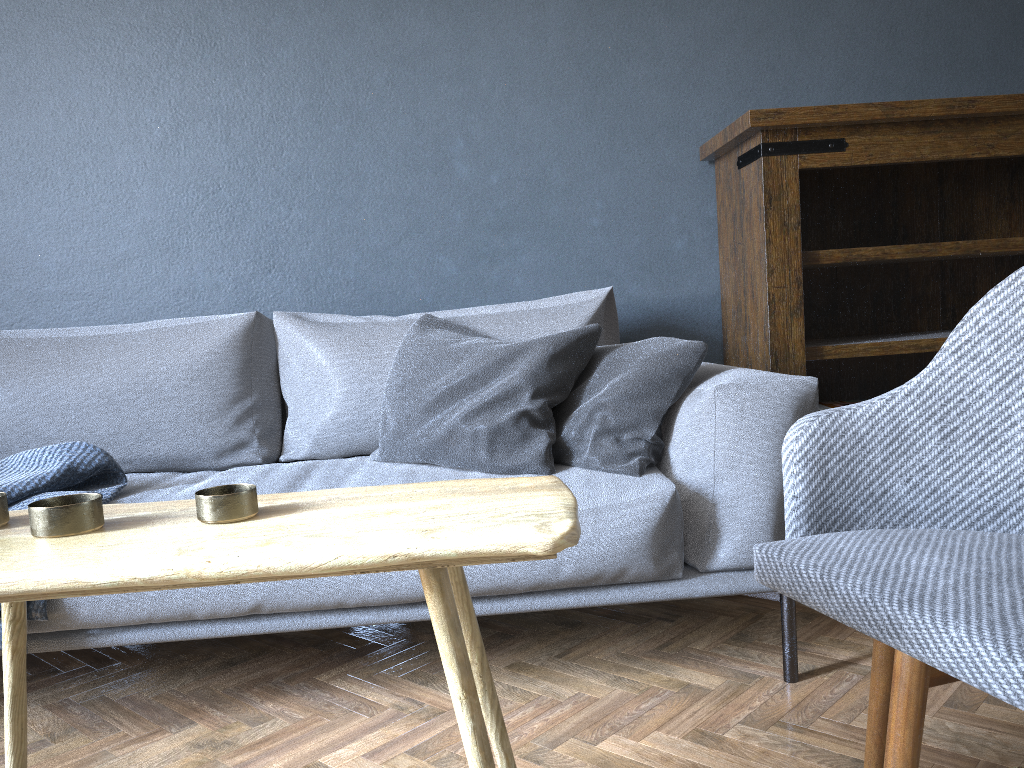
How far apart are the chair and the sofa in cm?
37

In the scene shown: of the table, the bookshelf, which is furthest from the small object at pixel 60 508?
the bookshelf

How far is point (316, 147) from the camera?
2.5 meters

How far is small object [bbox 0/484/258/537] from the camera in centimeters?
91cm

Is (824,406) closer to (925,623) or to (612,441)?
(612,441)

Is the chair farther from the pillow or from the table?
the pillow

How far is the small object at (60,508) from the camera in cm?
91

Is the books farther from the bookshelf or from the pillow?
the pillow

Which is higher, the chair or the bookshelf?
the bookshelf

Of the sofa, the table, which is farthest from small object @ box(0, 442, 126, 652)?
the table
